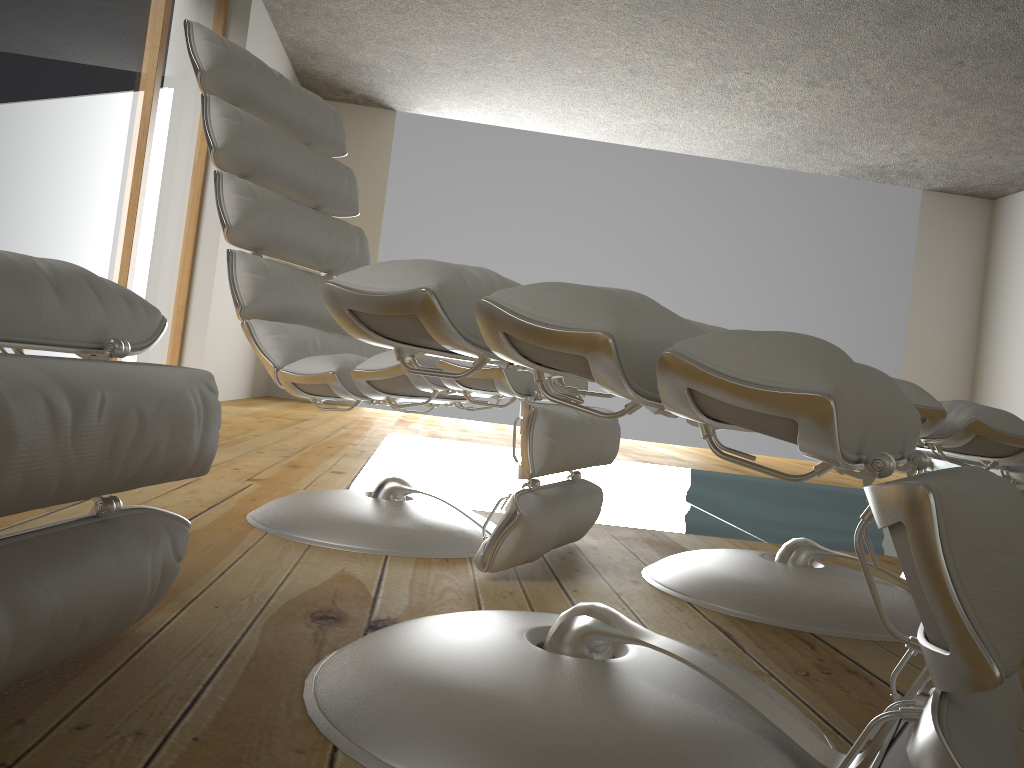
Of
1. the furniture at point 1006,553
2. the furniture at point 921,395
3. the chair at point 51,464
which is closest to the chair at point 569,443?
the furniture at point 921,395

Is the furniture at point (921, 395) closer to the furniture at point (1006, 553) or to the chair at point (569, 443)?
the chair at point (569, 443)

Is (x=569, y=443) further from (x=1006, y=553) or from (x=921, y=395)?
(x=1006, y=553)

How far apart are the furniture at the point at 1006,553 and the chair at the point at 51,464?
0.19m

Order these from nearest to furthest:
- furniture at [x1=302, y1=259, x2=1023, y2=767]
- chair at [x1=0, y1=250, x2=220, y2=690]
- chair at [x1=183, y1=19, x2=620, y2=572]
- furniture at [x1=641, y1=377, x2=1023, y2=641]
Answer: furniture at [x1=302, y1=259, x2=1023, y2=767], chair at [x1=0, y1=250, x2=220, y2=690], furniture at [x1=641, y1=377, x2=1023, y2=641], chair at [x1=183, y1=19, x2=620, y2=572]

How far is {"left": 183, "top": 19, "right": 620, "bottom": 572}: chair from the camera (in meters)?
1.53

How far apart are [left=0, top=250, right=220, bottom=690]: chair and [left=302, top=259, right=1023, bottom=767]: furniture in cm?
19

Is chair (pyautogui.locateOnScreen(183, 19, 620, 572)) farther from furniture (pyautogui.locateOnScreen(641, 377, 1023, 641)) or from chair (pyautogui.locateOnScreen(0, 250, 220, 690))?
chair (pyautogui.locateOnScreen(0, 250, 220, 690))

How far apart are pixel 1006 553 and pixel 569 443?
1.0m

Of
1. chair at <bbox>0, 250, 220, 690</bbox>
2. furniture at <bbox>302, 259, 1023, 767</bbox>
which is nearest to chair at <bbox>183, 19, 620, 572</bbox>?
furniture at <bbox>302, 259, 1023, 767</bbox>
